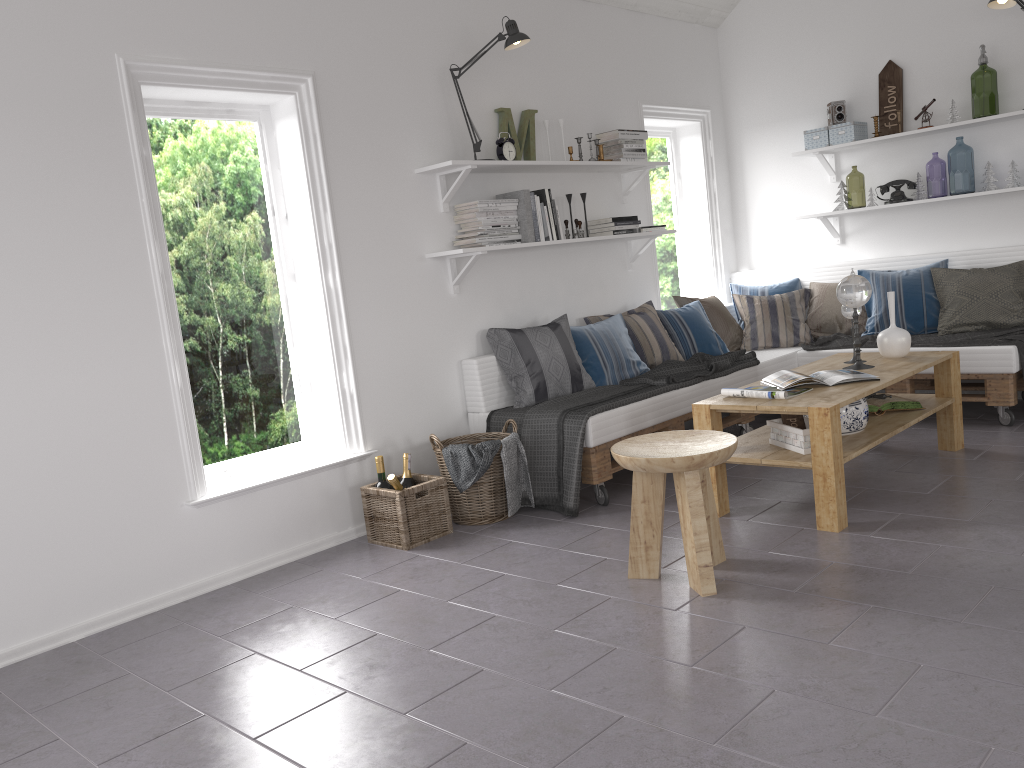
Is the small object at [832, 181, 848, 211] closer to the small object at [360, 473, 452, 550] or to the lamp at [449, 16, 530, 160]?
the lamp at [449, 16, 530, 160]

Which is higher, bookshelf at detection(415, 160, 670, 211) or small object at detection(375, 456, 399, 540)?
bookshelf at detection(415, 160, 670, 211)

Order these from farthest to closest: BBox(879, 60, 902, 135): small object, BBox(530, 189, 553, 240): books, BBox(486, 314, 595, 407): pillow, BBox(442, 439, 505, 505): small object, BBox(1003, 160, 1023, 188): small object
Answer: BBox(879, 60, 902, 135): small object < BBox(1003, 160, 1023, 188): small object < BBox(530, 189, 553, 240): books < BBox(486, 314, 595, 407): pillow < BBox(442, 439, 505, 505): small object

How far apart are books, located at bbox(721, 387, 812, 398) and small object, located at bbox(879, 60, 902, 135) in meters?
2.7 m

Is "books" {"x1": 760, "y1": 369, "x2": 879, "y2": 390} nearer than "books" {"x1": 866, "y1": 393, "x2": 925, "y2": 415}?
Yes

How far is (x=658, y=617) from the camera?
2.8m

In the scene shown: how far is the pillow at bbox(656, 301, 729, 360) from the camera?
5.34m

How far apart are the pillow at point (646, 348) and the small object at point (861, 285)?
1.2m

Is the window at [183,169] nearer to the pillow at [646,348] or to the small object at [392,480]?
the small object at [392,480]

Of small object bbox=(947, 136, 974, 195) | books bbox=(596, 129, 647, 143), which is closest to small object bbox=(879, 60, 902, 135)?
books bbox=(596, 129, 647, 143)
